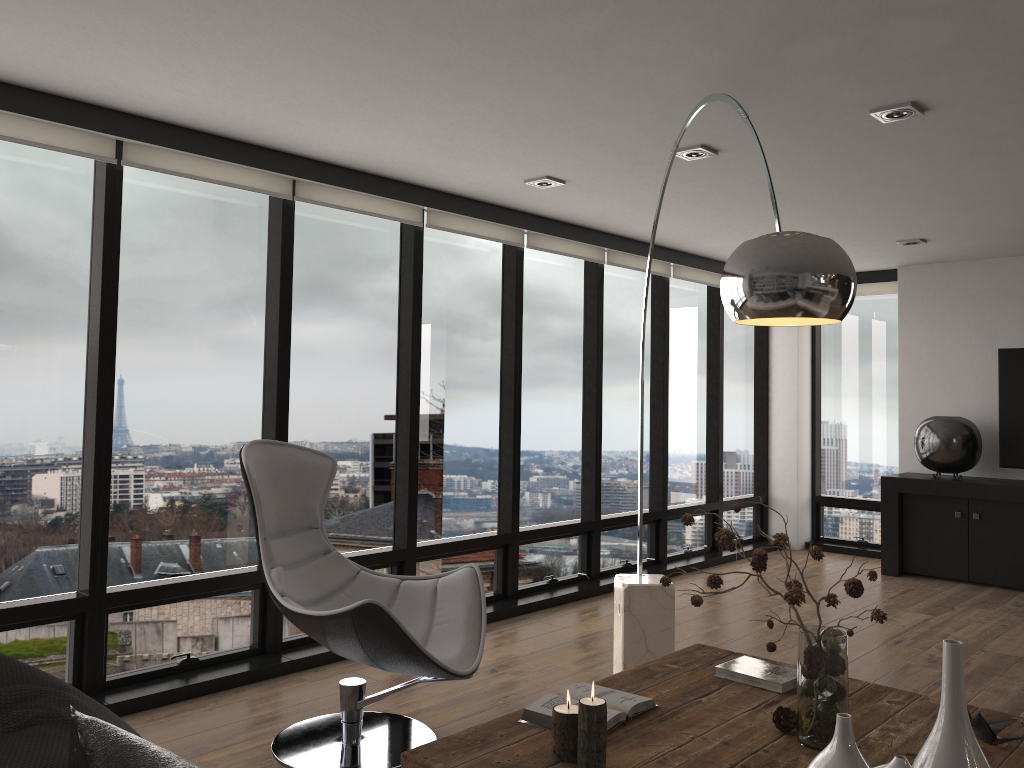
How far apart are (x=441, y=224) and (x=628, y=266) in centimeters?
183cm

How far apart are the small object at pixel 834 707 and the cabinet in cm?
470

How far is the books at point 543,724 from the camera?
2.30m

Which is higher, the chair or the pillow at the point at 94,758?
the pillow at the point at 94,758

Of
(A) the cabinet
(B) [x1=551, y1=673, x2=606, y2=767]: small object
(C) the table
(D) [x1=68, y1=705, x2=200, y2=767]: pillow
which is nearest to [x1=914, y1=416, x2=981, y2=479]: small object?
(A) the cabinet

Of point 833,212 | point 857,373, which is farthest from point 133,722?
point 857,373

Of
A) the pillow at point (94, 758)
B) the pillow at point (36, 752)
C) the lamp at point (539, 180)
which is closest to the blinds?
the lamp at point (539, 180)

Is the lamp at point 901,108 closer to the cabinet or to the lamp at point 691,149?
the lamp at point 691,149

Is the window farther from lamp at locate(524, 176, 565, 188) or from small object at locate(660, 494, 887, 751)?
small object at locate(660, 494, 887, 751)

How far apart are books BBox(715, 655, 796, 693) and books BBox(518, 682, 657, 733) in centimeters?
38cm
